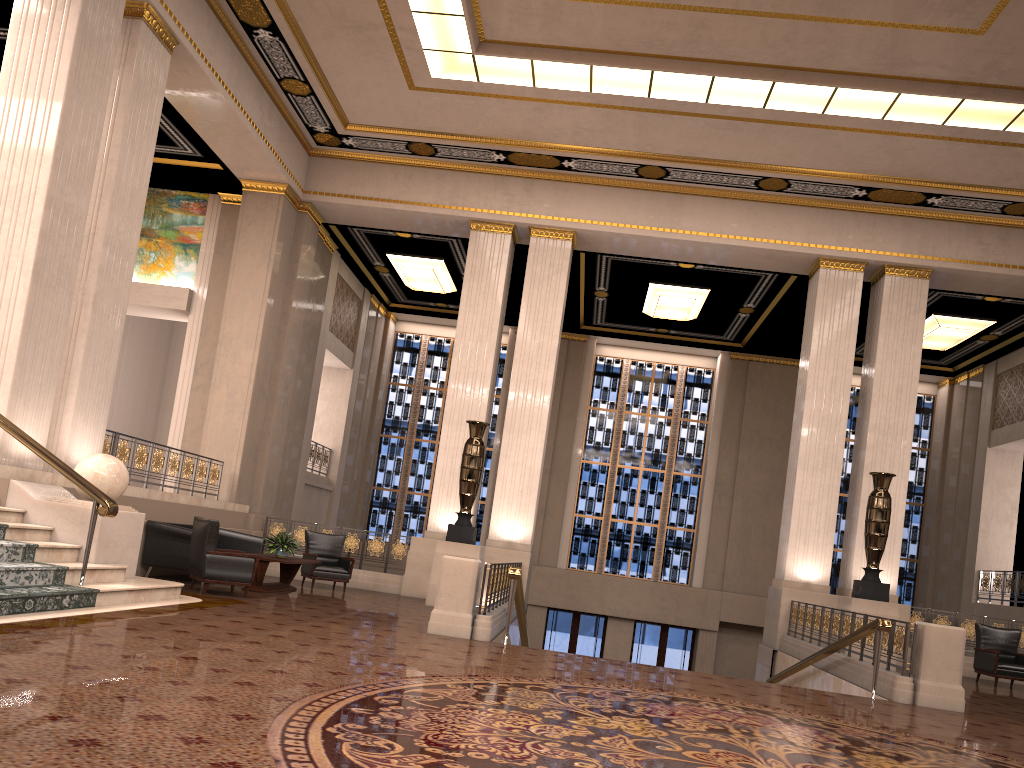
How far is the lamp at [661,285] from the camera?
17.4 meters

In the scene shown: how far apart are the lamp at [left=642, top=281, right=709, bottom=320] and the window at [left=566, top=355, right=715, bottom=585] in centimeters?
311cm

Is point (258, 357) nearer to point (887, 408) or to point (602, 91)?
point (602, 91)

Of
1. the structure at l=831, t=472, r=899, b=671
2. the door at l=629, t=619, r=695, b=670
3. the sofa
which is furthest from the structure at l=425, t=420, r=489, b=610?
the door at l=629, t=619, r=695, b=670

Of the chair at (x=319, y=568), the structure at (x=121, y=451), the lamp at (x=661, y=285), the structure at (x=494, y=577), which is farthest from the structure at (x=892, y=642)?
the structure at (x=121, y=451)

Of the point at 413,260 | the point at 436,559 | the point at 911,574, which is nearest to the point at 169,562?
the point at 436,559

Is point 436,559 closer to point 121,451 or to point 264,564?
point 264,564

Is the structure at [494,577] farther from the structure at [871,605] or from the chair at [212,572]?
the structure at [871,605]

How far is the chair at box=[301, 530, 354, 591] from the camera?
12.82m

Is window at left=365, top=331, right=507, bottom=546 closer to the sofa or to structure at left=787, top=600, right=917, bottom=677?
the sofa
